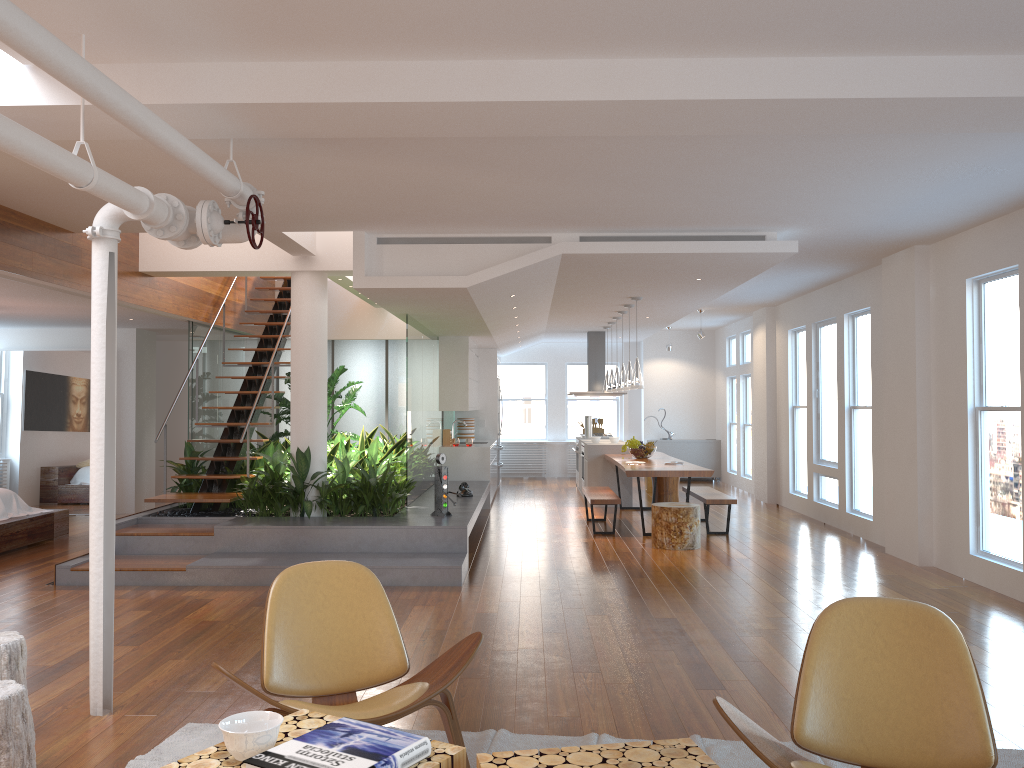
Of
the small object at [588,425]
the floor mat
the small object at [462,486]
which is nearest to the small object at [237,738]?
the floor mat

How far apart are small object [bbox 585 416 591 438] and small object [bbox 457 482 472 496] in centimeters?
440cm

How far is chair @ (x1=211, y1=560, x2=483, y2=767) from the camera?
3.0m

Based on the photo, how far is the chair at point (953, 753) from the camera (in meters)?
2.55

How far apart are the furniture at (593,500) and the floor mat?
5.57m

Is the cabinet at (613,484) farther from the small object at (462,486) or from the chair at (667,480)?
the small object at (462,486)

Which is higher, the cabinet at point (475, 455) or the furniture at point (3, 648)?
the cabinet at point (475, 455)

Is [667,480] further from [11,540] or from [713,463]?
[11,540]

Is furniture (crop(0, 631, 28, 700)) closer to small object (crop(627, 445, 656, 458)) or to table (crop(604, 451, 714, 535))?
table (crop(604, 451, 714, 535))

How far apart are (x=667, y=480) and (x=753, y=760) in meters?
8.2
